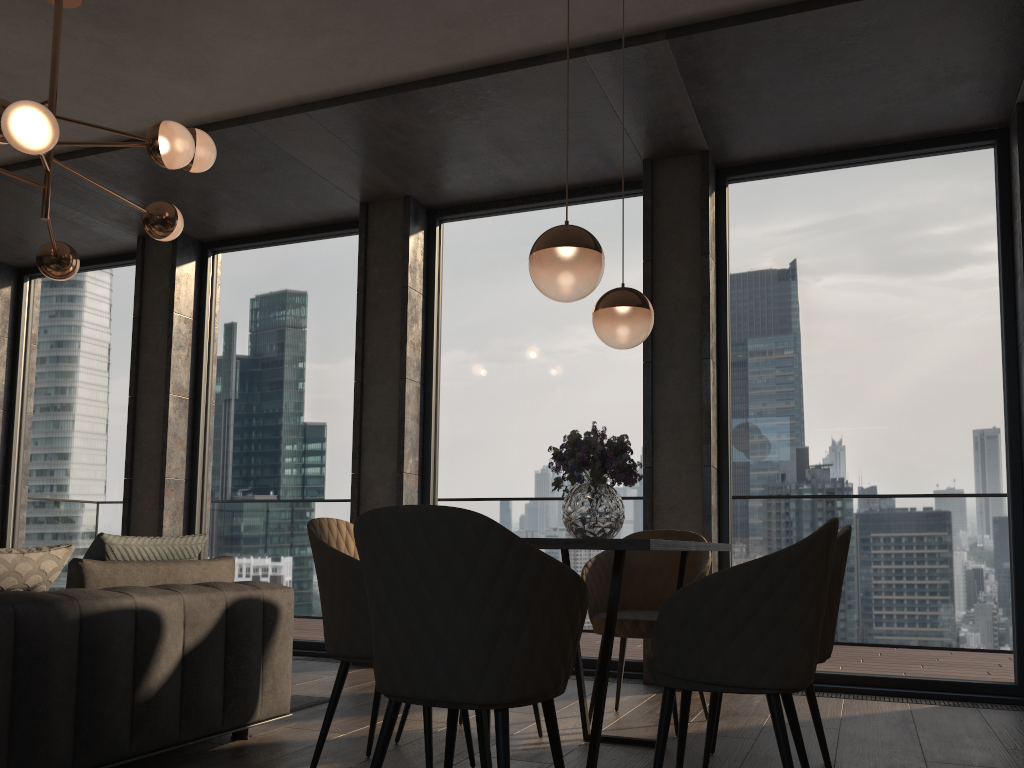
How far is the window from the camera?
4.63m

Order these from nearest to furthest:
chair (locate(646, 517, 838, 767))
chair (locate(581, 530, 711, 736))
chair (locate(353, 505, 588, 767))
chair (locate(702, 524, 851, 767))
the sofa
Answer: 1. chair (locate(353, 505, 588, 767))
2. chair (locate(646, 517, 838, 767))
3. the sofa
4. chair (locate(702, 524, 851, 767))
5. chair (locate(581, 530, 711, 736))

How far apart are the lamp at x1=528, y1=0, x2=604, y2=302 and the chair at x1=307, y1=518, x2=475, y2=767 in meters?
1.0

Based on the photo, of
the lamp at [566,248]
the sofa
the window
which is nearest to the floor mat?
the sofa

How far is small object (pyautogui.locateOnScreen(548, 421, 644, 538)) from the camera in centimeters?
289cm

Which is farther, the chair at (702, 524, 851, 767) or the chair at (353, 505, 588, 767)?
the chair at (702, 524, 851, 767)

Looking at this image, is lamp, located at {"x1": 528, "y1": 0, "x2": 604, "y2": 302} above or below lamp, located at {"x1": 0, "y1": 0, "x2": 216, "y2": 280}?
below

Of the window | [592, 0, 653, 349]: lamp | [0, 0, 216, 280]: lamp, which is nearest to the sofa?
[0, 0, 216, 280]: lamp

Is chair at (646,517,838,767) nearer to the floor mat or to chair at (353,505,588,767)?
chair at (353,505,588,767)

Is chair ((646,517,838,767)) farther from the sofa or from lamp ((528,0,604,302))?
the sofa
